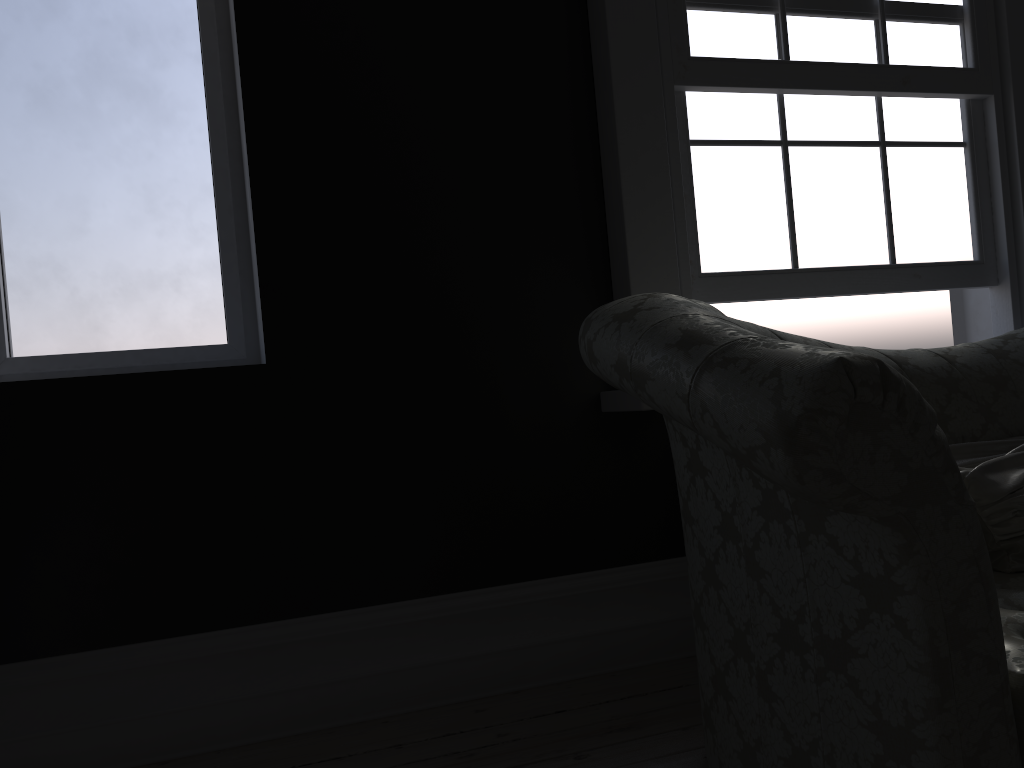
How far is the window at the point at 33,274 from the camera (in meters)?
2.73

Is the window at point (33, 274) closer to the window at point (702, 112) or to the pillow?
the window at point (702, 112)

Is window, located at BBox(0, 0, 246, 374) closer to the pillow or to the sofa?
the sofa

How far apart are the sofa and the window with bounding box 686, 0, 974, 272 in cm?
60

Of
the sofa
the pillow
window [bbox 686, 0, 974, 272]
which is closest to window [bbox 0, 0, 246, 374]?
the sofa

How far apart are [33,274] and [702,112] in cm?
225

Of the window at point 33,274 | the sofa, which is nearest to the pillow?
the sofa

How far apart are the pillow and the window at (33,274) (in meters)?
2.11

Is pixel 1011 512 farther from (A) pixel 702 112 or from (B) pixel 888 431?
(A) pixel 702 112

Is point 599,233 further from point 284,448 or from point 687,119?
point 284,448
